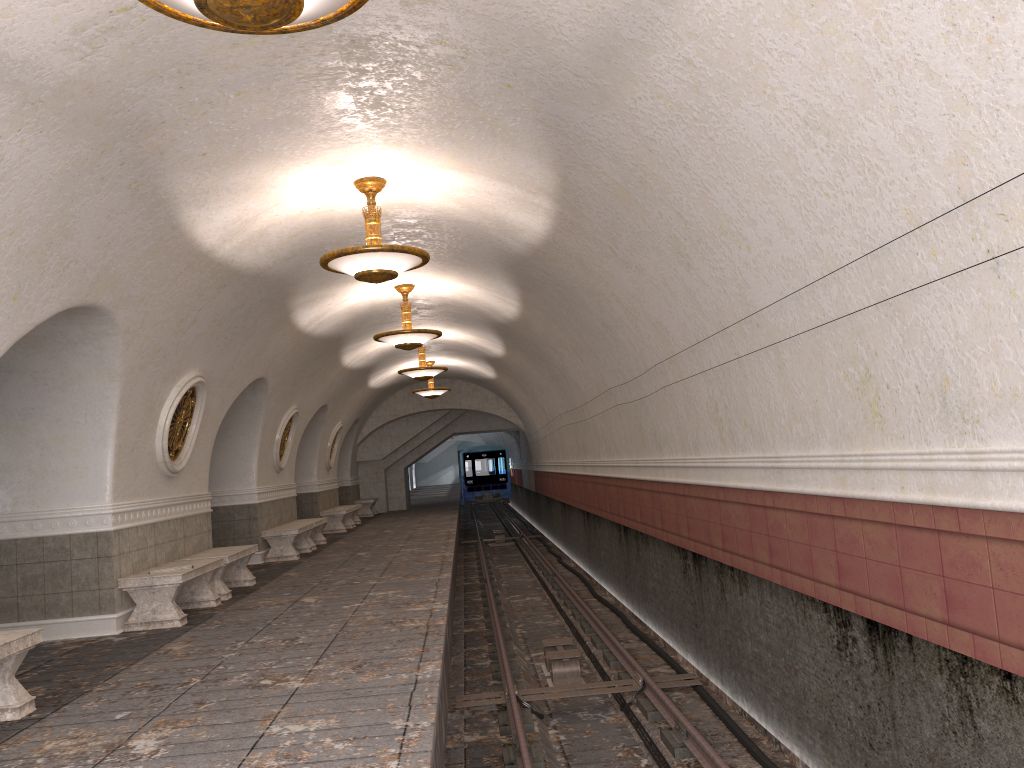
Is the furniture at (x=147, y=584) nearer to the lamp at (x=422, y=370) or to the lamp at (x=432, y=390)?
the lamp at (x=422, y=370)

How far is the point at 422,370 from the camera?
17.4m

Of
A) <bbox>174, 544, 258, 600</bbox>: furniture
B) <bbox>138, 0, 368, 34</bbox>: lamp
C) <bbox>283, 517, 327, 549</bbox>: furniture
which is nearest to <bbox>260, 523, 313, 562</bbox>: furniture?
<bbox>283, 517, 327, 549</bbox>: furniture

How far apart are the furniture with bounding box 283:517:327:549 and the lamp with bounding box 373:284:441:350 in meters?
5.0 m

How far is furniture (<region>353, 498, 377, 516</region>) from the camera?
26.69m

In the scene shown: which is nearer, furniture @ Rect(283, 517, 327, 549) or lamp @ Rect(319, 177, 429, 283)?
lamp @ Rect(319, 177, 429, 283)

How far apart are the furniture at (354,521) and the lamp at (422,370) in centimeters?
623cm

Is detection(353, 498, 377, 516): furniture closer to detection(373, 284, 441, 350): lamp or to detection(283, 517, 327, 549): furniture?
detection(283, 517, 327, 549): furniture

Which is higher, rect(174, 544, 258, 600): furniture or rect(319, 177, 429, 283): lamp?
rect(319, 177, 429, 283): lamp

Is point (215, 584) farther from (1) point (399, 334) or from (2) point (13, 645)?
(2) point (13, 645)
